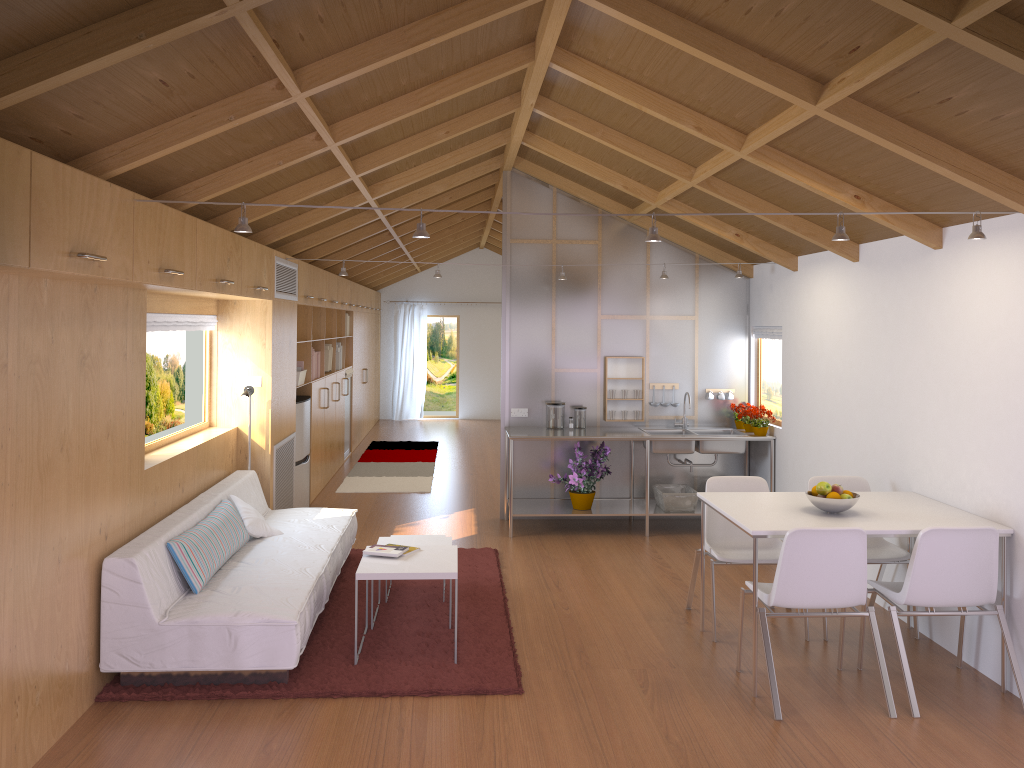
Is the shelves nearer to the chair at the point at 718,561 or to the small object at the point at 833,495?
the chair at the point at 718,561

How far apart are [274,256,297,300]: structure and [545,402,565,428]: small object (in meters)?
2.25

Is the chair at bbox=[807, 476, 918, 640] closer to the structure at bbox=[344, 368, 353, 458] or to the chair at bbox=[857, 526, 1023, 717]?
the chair at bbox=[857, 526, 1023, 717]

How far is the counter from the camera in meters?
7.0 m

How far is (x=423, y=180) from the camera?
6.98m

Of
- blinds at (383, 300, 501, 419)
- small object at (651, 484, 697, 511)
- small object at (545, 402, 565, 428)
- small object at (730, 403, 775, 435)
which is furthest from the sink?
blinds at (383, 300, 501, 419)

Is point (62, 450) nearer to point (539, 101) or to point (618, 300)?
point (539, 101)

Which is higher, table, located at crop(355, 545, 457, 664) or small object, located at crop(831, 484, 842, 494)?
small object, located at crop(831, 484, 842, 494)

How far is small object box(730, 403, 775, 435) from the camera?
7.02m

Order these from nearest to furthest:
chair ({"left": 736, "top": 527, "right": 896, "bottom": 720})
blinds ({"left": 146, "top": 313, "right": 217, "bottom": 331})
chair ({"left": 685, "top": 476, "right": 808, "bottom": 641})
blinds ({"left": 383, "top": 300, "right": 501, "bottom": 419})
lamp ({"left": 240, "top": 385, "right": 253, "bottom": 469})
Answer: chair ({"left": 736, "top": 527, "right": 896, "bottom": 720}) → chair ({"left": 685, "top": 476, "right": 808, "bottom": 641}) → blinds ({"left": 146, "top": 313, "right": 217, "bottom": 331}) → lamp ({"left": 240, "top": 385, "right": 253, "bottom": 469}) → blinds ({"left": 383, "top": 300, "right": 501, "bottom": 419})
